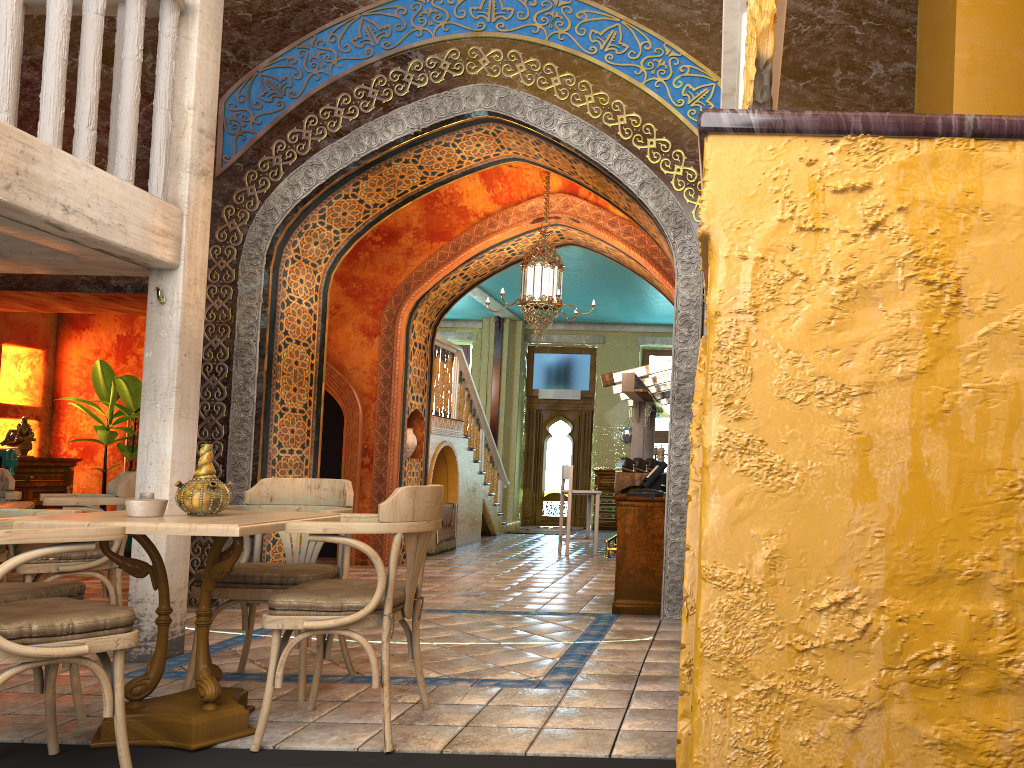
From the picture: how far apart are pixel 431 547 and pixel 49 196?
8.4 meters

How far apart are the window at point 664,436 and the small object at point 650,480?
10.6 meters

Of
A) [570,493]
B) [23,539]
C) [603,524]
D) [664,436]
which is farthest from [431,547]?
[23,539]

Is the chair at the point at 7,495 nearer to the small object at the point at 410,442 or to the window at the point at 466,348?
the small object at the point at 410,442

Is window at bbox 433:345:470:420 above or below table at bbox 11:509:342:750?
above

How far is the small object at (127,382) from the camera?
11.2 meters

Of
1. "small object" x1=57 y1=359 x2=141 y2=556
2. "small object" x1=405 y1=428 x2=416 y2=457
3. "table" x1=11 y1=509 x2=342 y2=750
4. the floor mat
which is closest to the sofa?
"small object" x1=57 y1=359 x2=141 y2=556

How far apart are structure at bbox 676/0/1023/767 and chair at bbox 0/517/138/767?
2.6m

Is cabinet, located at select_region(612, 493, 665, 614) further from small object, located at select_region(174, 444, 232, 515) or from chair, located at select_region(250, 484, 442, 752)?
small object, located at select_region(174, 444, 232, 515)

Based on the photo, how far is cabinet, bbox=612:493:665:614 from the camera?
7.3 meters
